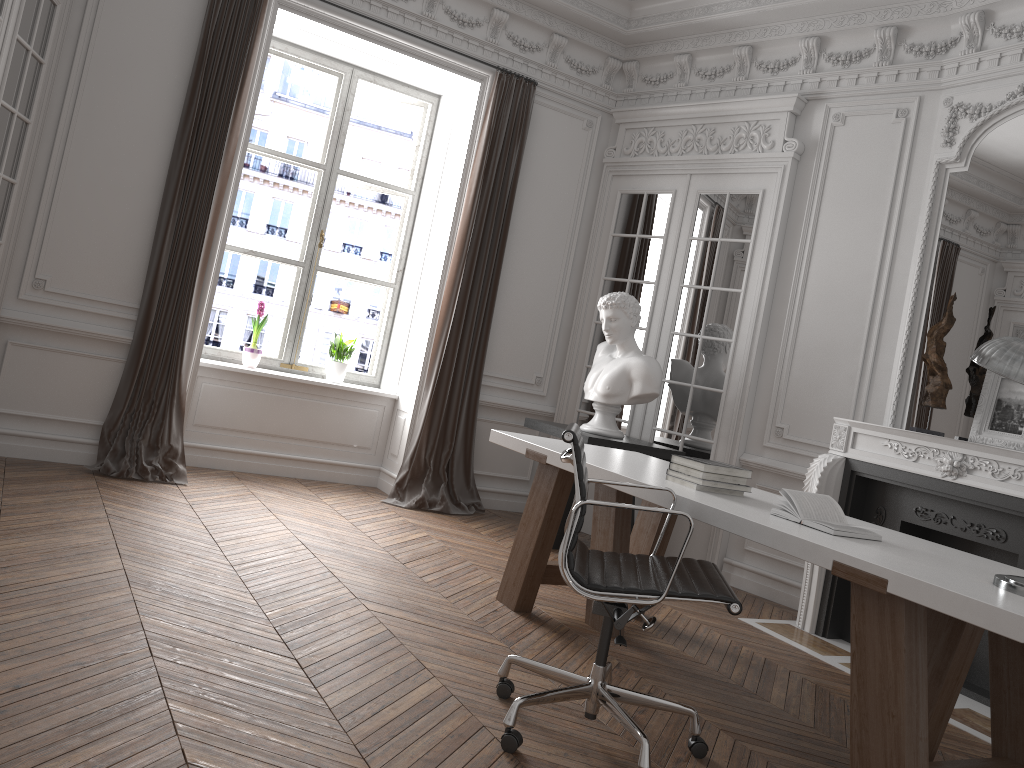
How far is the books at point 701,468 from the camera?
3.36m

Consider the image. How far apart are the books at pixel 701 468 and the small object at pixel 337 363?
3.44m

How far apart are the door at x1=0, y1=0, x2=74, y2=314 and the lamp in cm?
424

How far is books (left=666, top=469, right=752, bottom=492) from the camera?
3.4m

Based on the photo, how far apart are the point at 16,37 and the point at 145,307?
1.6m

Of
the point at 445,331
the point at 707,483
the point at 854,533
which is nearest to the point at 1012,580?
the point at 854,533

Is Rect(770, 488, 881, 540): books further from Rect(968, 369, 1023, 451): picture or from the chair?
Rect(968, 369, 1023, 451): picture

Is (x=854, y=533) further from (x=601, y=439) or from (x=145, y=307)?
(x=145, y=307)

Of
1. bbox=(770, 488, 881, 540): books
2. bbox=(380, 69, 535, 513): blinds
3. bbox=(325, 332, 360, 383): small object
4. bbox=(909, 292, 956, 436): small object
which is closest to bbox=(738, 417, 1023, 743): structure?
bbox=(909, 292, 956, 436): small object

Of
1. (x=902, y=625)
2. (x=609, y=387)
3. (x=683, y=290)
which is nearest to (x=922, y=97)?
(x=683, y=290)
